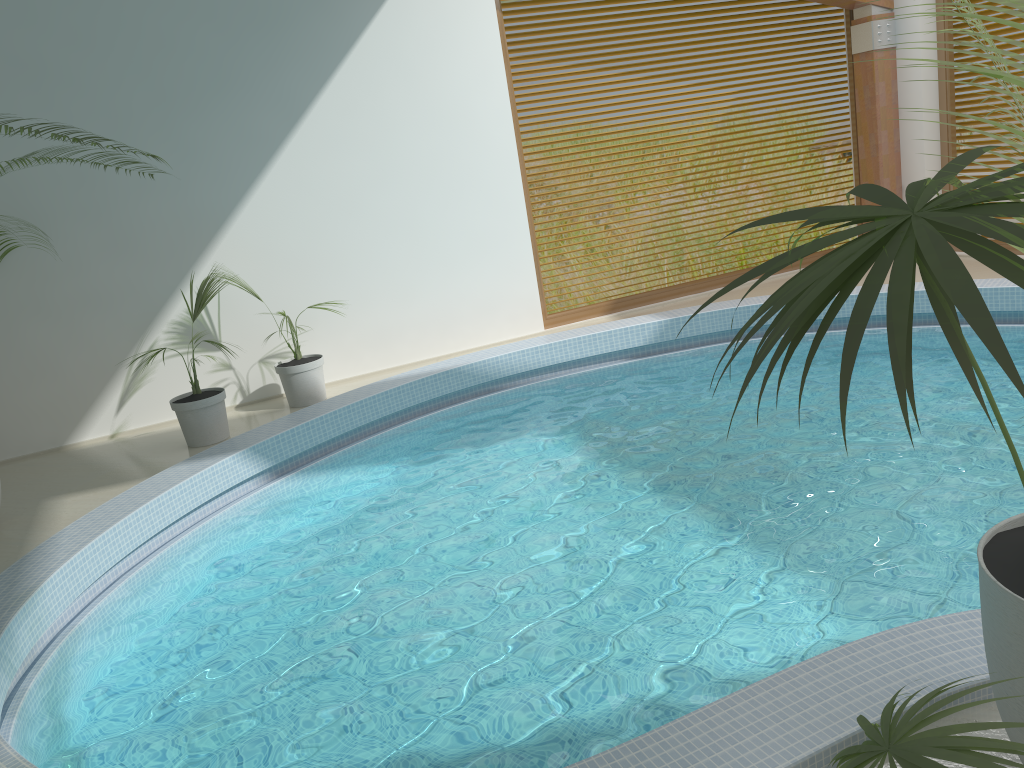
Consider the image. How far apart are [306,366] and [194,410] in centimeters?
103cm

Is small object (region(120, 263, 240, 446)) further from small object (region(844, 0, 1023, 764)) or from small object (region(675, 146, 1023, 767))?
small object (region(675, 146, 1023, 767))

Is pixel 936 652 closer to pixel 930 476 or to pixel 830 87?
pixel 930 476

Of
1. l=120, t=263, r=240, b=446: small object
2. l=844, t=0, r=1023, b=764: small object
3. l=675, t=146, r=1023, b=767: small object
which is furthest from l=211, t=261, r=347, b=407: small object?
l=675, t=146, r=1023, b=767: small object

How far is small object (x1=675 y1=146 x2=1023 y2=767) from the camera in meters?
0.9

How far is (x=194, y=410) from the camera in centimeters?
663cm

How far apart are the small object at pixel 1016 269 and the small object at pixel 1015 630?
0.4m

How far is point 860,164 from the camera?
9.8 meters

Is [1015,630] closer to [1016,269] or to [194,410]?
[1016,269]

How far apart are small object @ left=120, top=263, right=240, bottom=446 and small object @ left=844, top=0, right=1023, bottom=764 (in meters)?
5.59
